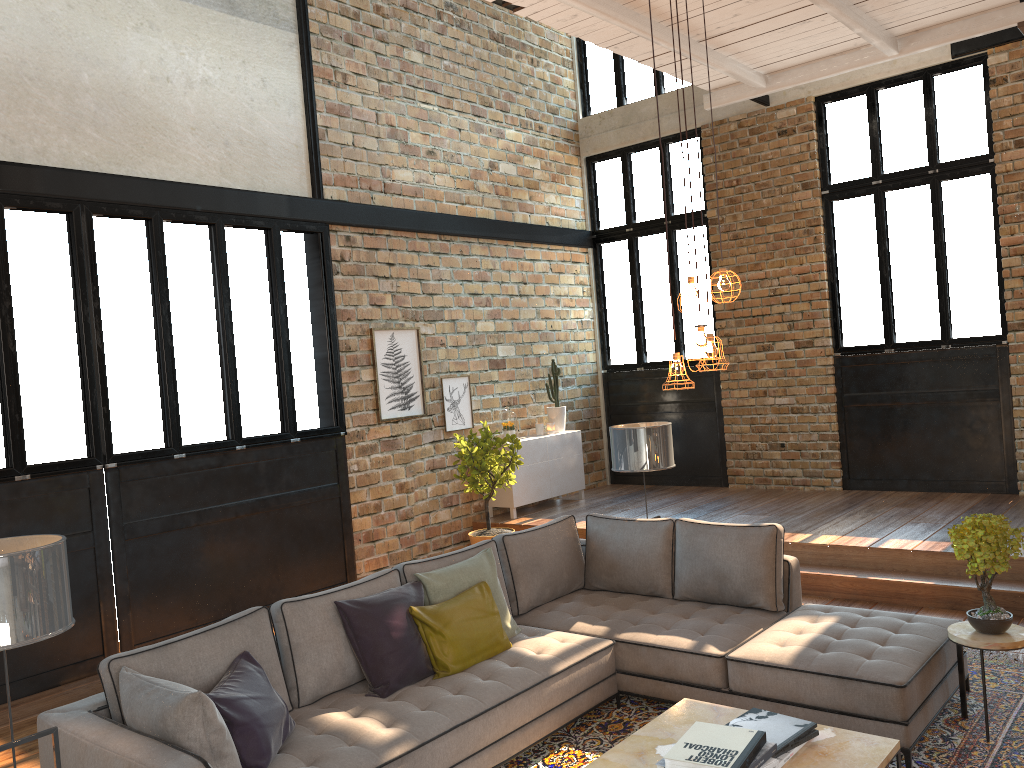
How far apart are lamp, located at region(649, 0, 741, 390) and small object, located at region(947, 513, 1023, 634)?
1.5m

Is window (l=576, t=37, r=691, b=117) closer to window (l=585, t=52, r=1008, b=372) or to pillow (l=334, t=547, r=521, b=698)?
window (l=585, t=52, r=1008, b=372)

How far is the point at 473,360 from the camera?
9.39m

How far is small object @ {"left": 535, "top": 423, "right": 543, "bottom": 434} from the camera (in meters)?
9.89

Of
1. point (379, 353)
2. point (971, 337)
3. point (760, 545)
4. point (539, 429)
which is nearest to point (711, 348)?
point (760, 545)

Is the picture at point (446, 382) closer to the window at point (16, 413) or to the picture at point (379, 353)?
the picture at point (379, 353)

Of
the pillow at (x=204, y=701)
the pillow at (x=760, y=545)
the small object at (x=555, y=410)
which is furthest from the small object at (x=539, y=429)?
A: the pillow at (x=204, y=701)

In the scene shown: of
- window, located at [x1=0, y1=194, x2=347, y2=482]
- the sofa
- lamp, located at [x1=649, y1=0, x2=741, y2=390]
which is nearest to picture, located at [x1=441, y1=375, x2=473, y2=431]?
window, located at [x1=0, y1=194, x2=347, y2=482]

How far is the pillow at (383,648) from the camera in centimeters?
418cm

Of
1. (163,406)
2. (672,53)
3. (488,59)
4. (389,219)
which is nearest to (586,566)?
(163,406)
